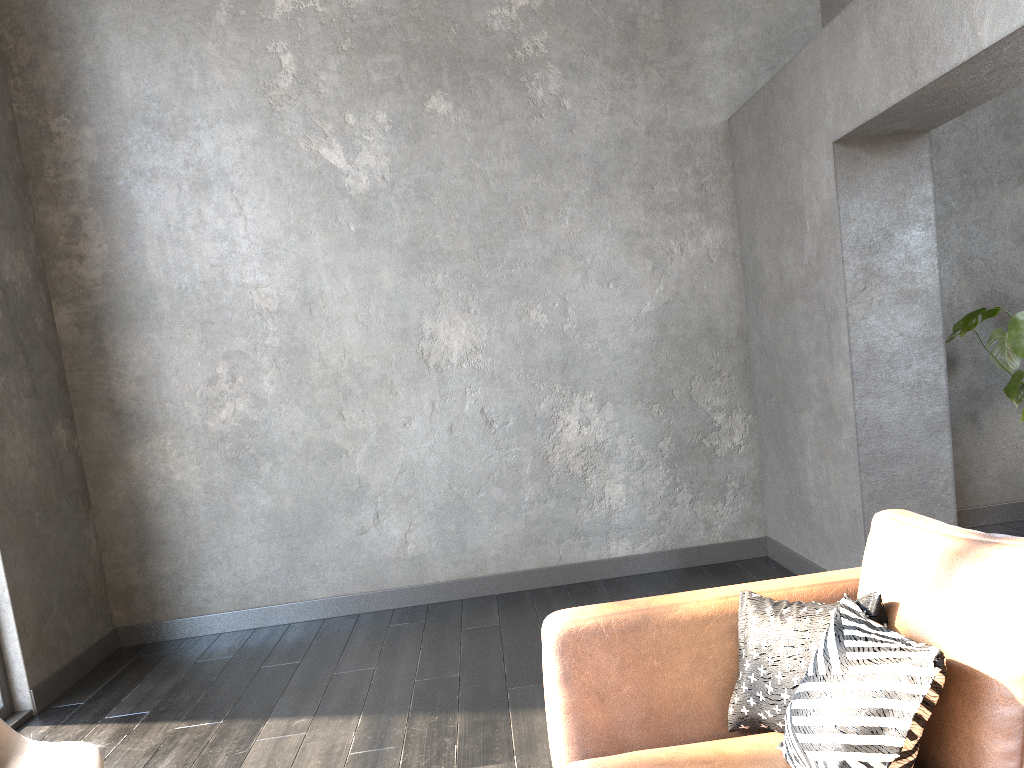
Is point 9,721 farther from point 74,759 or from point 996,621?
point 996,621

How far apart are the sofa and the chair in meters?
1.1

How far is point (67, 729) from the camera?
3.8 meters

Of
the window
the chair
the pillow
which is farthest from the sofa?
the window

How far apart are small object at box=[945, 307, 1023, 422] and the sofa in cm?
236

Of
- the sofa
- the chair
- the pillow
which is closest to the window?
the chair

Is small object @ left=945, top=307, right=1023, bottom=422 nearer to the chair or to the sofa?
the sofa

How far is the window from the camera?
3.90m

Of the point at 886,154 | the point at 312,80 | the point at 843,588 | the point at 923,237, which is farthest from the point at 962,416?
the point at 312,80

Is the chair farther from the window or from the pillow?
the window
